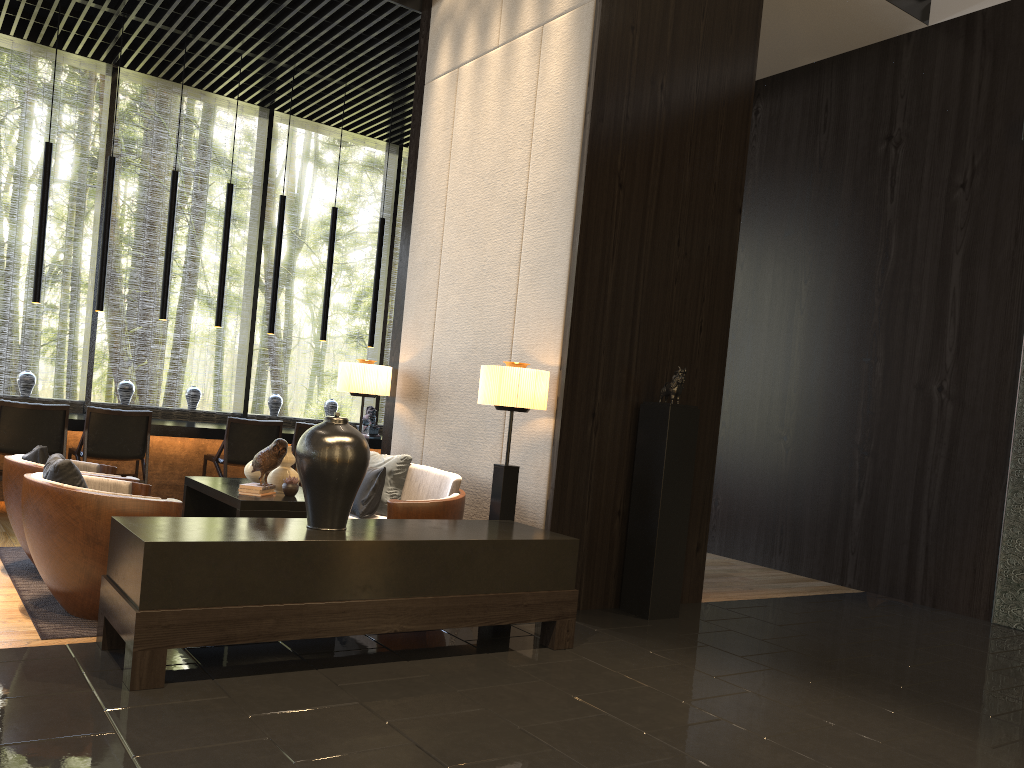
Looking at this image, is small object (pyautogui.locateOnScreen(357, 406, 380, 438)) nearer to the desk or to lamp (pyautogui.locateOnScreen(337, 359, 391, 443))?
the desk

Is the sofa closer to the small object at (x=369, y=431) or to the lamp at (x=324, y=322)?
the small object at (x=369, y=431)

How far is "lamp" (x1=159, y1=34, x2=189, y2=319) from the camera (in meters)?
7.58

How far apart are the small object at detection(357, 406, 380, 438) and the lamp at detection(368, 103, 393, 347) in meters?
0.7

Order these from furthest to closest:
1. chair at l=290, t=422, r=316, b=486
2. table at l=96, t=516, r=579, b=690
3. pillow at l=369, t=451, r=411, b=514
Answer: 1. chair at l=290, t=422, r=316, b=486
2. pillow at l=369, t=451, r=411, b=514
3. table at l=96, t=516, r=579, b=690

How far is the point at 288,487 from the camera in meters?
4.7

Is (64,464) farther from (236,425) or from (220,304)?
(220,304)

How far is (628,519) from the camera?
5.1m

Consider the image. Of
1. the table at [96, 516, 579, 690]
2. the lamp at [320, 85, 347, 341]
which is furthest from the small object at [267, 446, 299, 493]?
the lamp at [320, 85, 347, 341]

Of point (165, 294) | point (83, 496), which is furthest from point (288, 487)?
point (165, 294)
